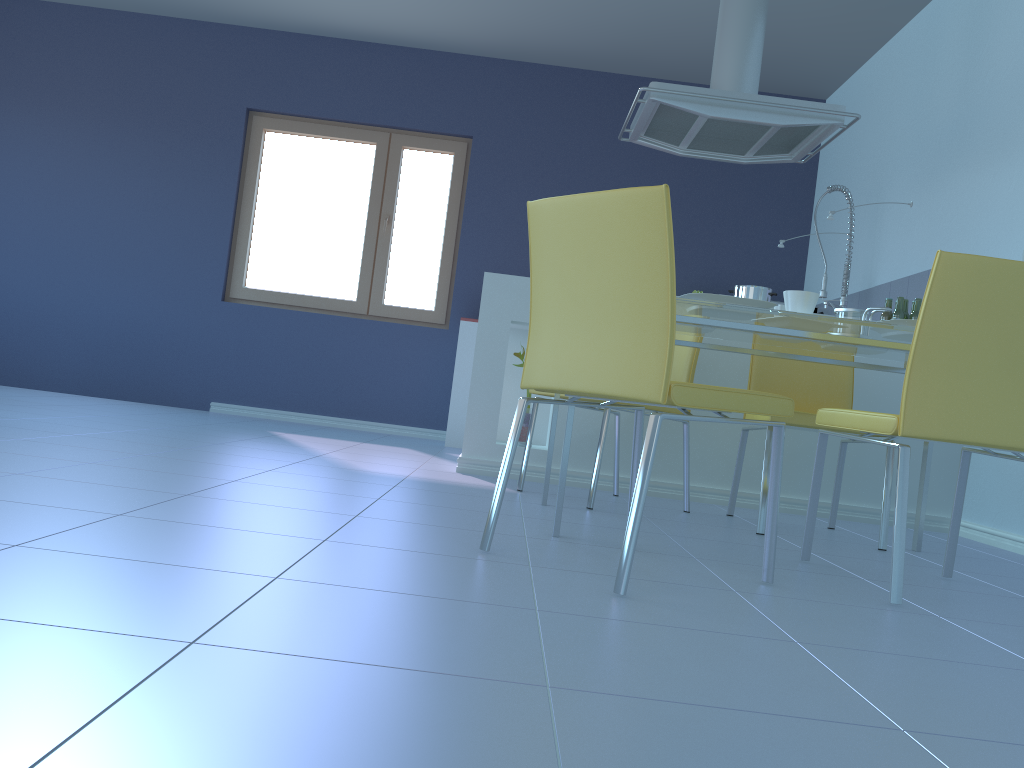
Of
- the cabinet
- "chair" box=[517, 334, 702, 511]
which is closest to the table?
"chair" box=[517, 334, 702, 511]

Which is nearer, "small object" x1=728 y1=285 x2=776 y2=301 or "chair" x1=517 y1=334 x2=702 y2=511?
"chair" x1=517 y1=334 x2=702 y2=511

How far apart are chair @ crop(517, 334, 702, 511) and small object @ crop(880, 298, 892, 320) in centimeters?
123cm

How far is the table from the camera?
2.1m

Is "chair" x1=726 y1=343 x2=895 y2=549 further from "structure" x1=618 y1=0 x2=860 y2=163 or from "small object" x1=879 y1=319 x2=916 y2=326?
"structure" x1=618 y1=0 x2=860 y2=163

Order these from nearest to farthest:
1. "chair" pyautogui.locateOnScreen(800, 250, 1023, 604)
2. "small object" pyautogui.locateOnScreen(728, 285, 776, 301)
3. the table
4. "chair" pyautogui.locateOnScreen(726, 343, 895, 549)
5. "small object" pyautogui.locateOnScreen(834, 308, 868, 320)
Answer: "chair" pyautogui.locateOnScreen(800, 250, 1023, 604) → the table → "small object" pyautogui.locateOnScreen(834, 308, 868, 320) → "chair" pyautogui.locateOnScreen(726, 343, 895, 549) → "small object" pyautogui.locateOnScreen(728, 285, 776, 301)

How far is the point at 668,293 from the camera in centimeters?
152cm

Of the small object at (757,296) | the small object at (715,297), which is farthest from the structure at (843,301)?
the small object at (715,297)

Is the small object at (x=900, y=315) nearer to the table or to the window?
the table

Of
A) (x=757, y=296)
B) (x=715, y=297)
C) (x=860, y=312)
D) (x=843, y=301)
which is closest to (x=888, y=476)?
(x=860, y=312)
